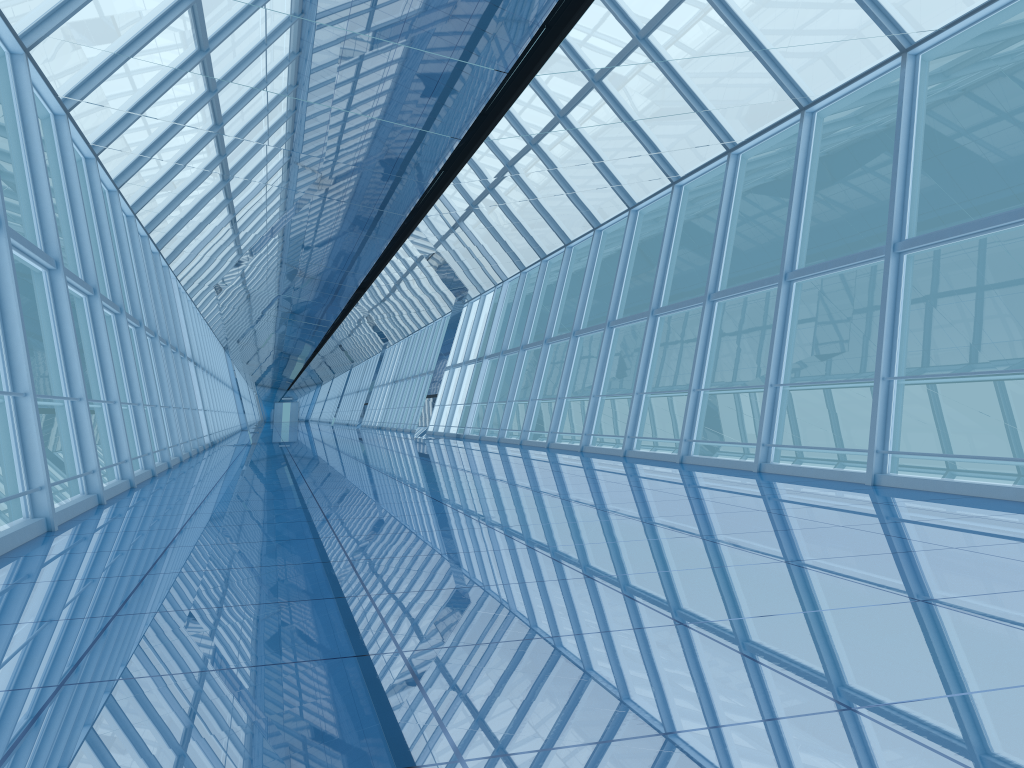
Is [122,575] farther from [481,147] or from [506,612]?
[481,147]

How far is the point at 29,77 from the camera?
8.52m

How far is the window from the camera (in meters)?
8.52

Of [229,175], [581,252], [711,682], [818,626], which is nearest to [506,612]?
[711,682]

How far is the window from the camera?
8.5m
